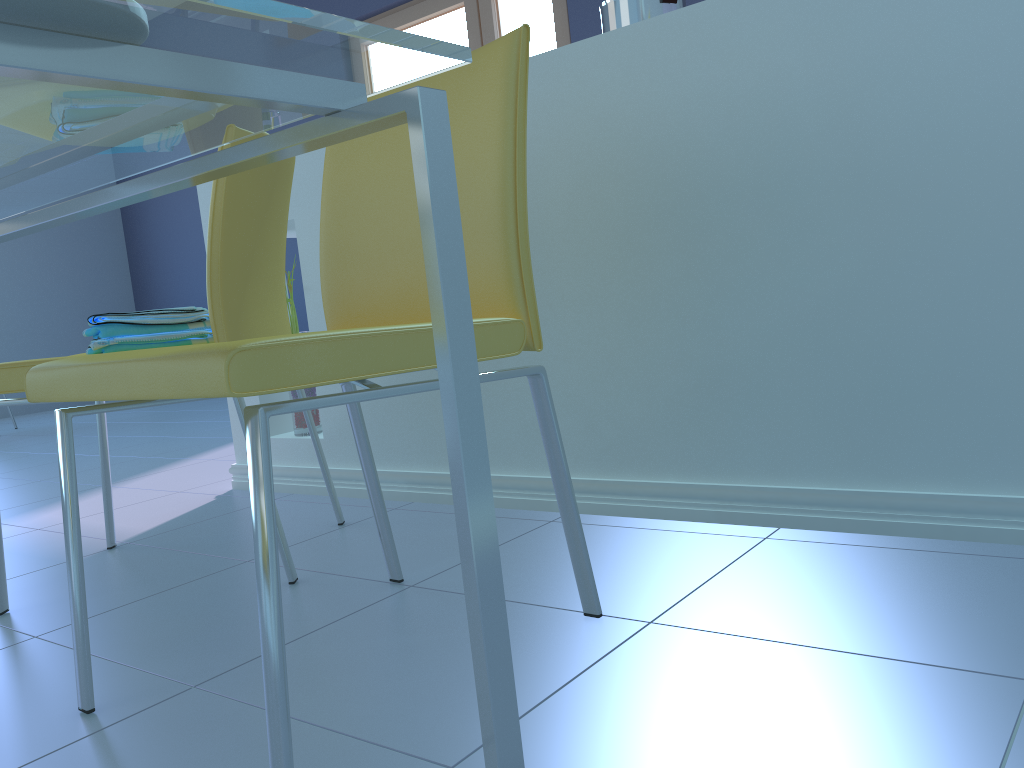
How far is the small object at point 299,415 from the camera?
2.1m

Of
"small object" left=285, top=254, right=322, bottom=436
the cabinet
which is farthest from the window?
"small object" left=285, top=254, right=322, bottom=436

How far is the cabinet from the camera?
1.15m

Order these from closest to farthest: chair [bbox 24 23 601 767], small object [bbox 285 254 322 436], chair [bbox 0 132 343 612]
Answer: chair [bbox 24 23 601 767], chair [bbox 0 132 343 612], small object [bbox 285 254 322 436]

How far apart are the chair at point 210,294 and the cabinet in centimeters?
20cm

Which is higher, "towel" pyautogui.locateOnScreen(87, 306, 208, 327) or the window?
the window

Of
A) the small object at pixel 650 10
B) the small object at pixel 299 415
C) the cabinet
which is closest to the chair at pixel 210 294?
the cabinet

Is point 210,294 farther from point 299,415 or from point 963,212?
point 963,212

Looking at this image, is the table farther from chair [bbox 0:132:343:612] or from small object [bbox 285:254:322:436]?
small object [bbox 285:254:322:436]

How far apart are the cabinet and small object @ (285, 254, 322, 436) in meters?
0.0 m
